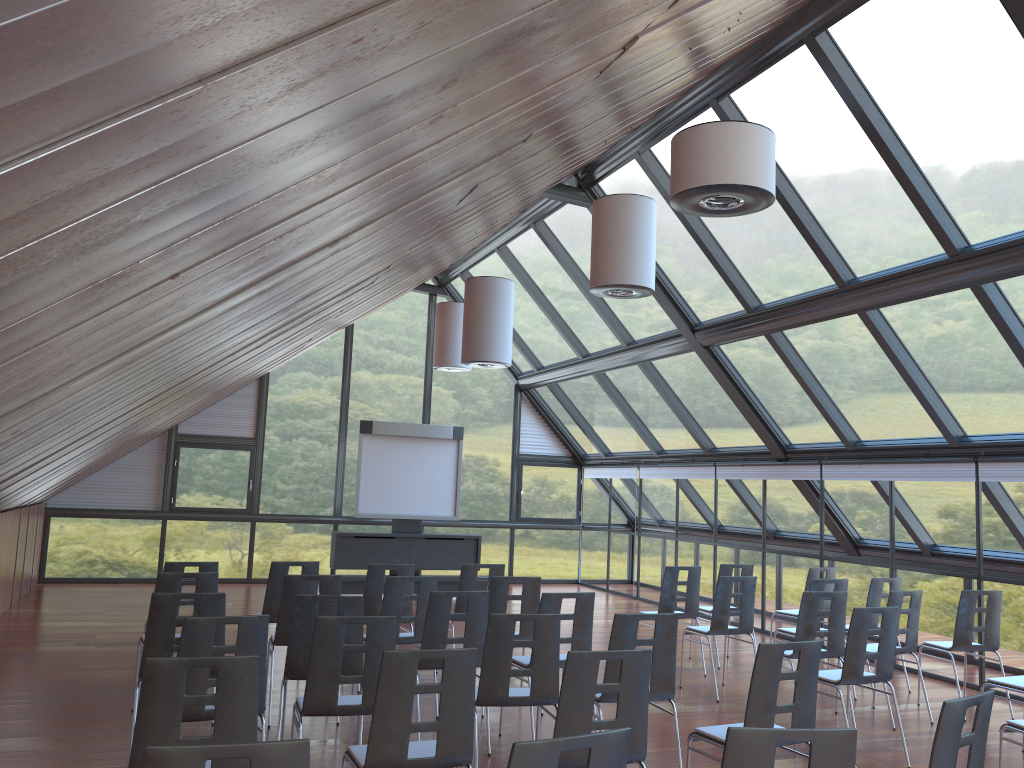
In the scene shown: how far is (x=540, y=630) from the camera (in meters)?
5.57

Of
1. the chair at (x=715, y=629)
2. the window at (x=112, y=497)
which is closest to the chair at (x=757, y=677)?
the chair at (x=715, y=629)

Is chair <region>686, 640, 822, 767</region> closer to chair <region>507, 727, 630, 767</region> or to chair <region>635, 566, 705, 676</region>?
chair <region>507, 727, 630, 767</region>

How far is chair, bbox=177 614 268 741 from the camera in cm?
486

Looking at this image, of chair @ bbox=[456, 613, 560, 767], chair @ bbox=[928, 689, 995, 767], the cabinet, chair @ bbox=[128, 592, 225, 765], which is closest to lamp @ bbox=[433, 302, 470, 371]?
the cabinet

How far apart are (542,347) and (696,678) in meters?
8.4

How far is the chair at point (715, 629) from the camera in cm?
878

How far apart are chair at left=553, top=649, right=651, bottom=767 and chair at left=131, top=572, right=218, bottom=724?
3.9 meters

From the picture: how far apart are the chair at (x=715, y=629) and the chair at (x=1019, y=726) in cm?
327

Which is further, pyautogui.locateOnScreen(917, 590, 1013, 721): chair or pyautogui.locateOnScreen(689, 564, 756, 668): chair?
pyautogui.locateOnScreen(689, 564, 756, 668): chair
